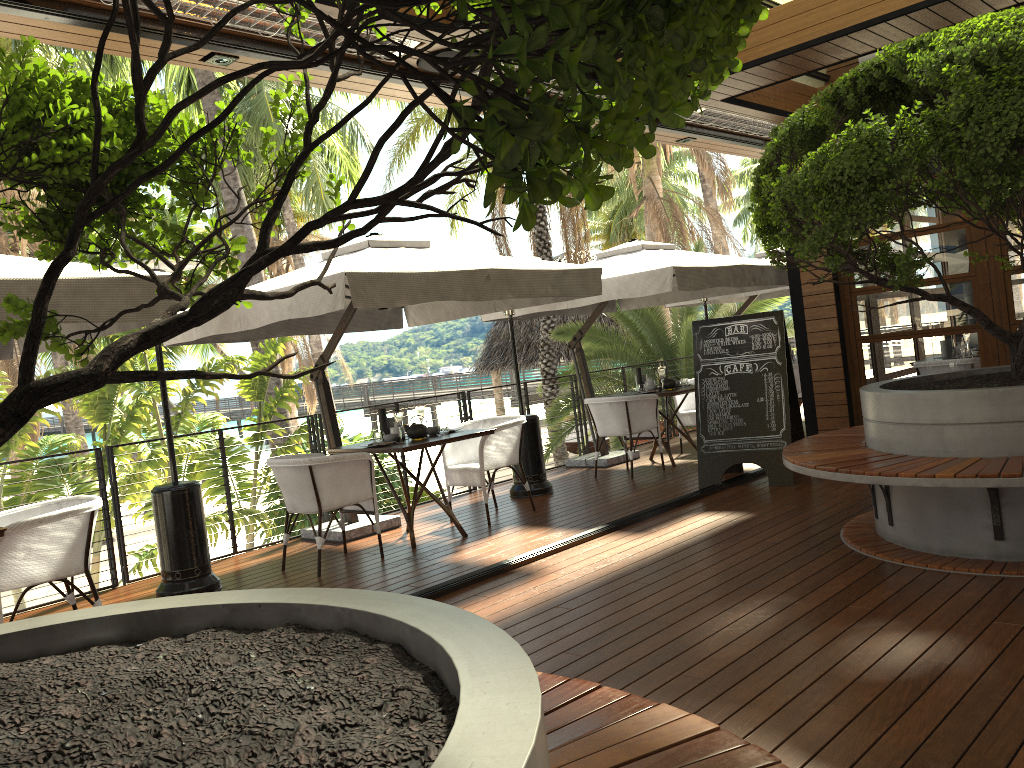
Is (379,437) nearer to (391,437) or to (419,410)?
(391,437)

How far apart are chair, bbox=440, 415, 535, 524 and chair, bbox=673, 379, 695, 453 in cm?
287

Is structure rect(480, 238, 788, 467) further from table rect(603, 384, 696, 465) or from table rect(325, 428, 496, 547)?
table rect(325, 428, 496, 547)

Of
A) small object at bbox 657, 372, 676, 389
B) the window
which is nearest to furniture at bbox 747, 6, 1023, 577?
the window

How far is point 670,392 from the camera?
8.54m

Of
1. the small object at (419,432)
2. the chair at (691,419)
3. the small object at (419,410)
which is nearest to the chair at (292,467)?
the small object at (419,432)

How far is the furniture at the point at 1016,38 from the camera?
3.70m

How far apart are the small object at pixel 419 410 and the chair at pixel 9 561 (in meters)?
2.59

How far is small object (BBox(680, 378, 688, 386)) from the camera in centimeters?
915cm

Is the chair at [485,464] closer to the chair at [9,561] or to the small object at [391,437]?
the small object at [391,437]
